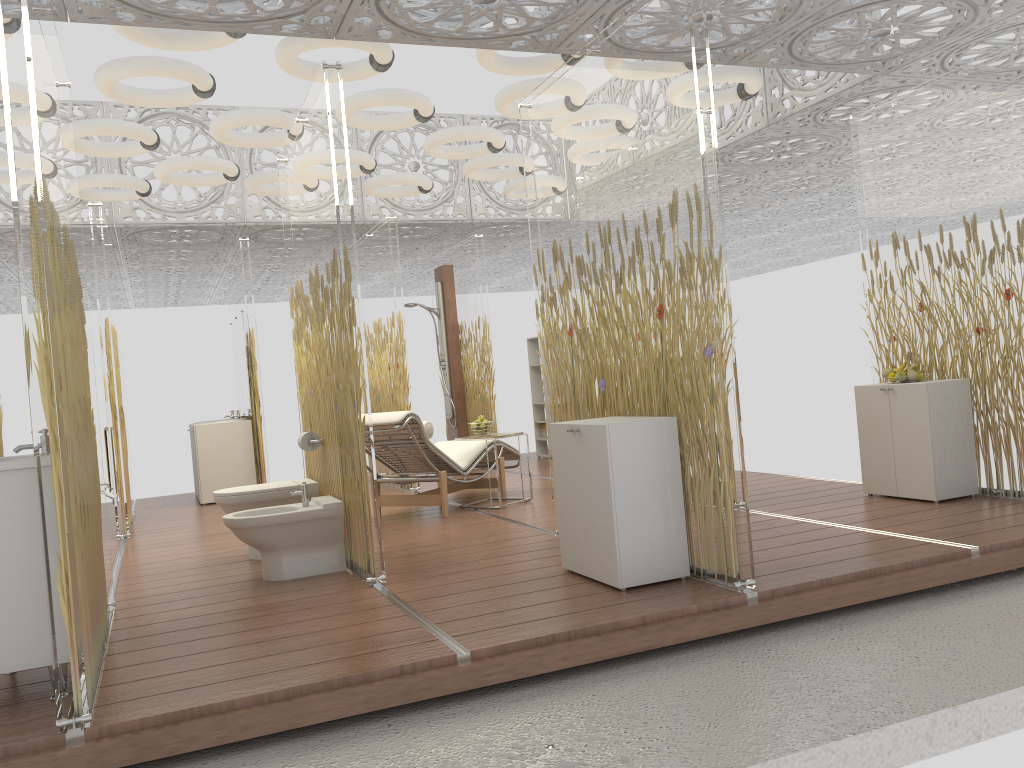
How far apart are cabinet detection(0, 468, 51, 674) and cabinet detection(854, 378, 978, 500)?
4.73m

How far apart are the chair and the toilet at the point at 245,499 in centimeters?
79cm

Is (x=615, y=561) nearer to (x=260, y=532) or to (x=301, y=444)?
(x=260, y=532)

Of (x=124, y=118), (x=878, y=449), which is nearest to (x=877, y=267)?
(x=878, y=449)

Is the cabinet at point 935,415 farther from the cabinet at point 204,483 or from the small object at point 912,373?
the cabinet at point 204,483

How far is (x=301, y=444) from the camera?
5.2m

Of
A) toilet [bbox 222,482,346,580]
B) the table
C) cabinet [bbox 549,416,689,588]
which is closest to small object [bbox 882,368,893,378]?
cabinet [bbox 549,416,689,588]

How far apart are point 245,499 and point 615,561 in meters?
2.5 m

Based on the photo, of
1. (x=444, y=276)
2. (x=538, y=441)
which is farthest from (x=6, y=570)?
(x=538, y=441)

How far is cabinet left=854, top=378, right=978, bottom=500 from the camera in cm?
534
